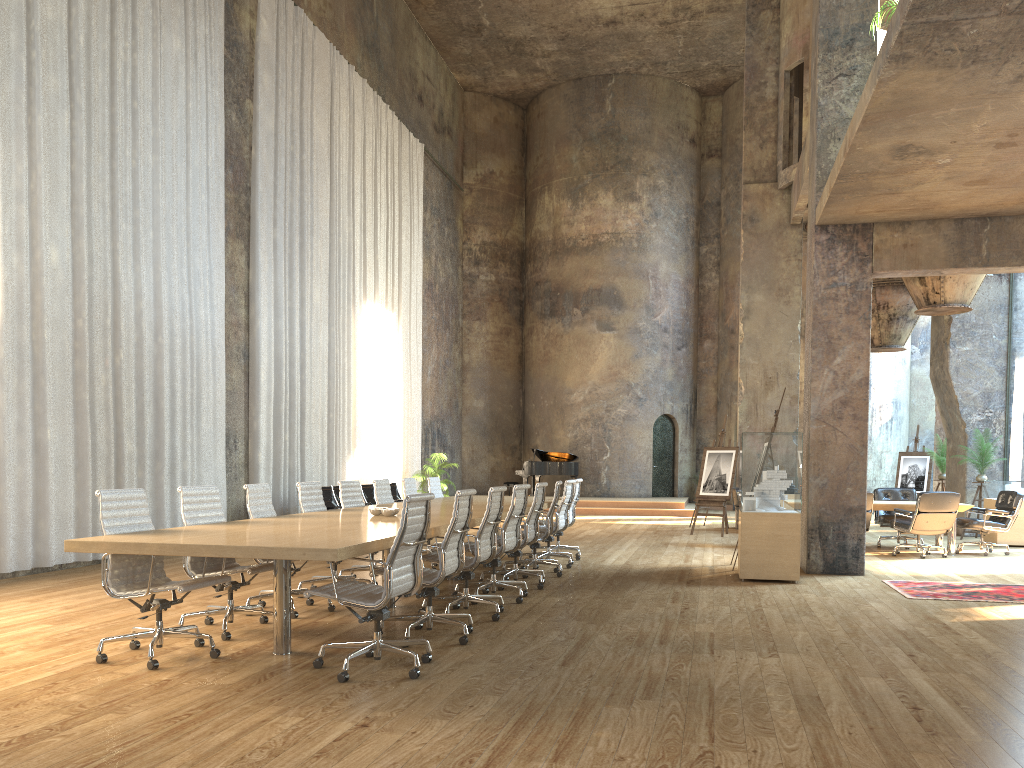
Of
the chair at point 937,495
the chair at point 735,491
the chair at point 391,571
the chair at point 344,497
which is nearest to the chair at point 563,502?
the chair at point 344,497

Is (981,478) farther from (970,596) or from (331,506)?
(331,506)

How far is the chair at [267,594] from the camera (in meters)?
6.80

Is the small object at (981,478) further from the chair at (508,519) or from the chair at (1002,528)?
the chair at (508,519)

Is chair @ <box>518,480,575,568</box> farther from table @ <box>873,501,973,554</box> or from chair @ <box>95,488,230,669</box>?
chair @ <box>95,488,230,669</box>

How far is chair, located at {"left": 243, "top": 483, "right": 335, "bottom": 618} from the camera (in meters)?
6.80

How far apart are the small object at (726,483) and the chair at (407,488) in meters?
6.4

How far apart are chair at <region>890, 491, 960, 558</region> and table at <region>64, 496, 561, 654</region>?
4.9m

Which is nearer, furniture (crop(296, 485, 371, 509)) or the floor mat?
the floor mat

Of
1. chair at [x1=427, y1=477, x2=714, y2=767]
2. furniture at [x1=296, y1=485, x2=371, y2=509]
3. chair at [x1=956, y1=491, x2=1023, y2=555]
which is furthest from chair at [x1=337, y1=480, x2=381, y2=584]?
chair at [x1=956, y1=491, x2=1023, y2=555]
